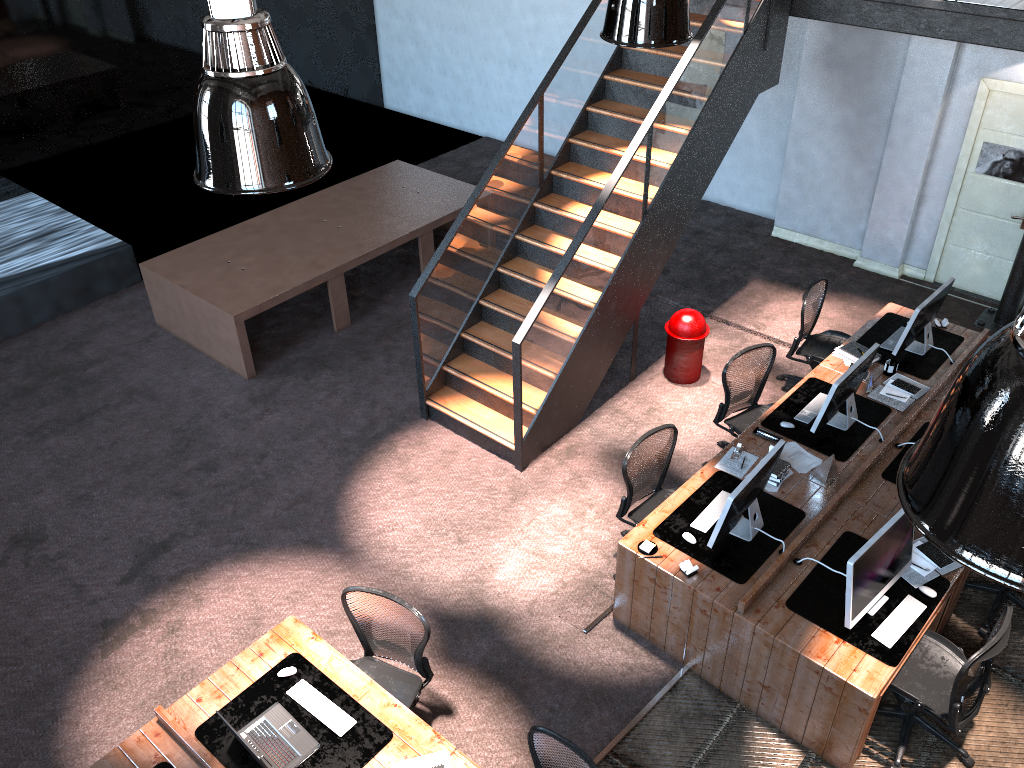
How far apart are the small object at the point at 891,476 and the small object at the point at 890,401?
0.3m

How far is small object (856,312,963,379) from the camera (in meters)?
7.29

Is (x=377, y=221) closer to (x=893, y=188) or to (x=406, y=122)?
(x=406, y=122)

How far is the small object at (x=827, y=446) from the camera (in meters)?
6.50

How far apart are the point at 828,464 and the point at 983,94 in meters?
5.0 m

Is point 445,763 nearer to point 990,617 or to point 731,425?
point 731,425

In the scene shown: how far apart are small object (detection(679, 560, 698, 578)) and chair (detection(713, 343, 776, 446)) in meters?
1.8

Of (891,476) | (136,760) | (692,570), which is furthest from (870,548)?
(136,760)

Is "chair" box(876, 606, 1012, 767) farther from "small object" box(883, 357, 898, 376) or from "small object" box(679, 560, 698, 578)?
"small object" box(883, 357, 898, 376)

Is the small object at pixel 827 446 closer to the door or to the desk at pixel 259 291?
the door
